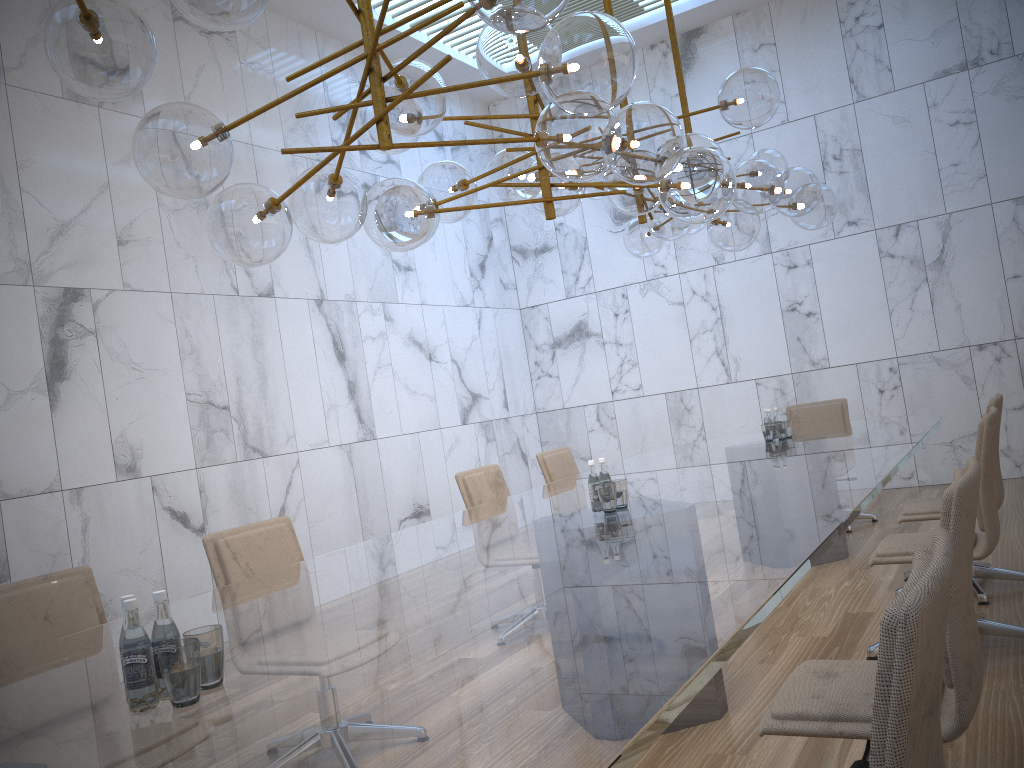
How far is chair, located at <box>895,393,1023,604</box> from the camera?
4.4m

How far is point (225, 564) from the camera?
3.6m

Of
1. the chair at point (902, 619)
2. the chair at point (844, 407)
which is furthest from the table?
the chair at point (844, 407)

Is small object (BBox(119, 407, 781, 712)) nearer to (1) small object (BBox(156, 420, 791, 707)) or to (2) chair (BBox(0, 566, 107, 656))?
(1) small object (BBox(156, 420, 791, 707))

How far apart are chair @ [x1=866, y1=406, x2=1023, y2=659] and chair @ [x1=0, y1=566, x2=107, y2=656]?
3.0 meters

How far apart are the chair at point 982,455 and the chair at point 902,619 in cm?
241

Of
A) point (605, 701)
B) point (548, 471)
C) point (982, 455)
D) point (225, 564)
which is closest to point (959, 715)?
point (605, 701)

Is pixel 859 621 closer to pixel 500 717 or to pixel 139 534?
pixel 500 717

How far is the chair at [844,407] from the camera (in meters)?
7.28

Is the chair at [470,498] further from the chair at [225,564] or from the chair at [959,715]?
the chair at [959,715]
